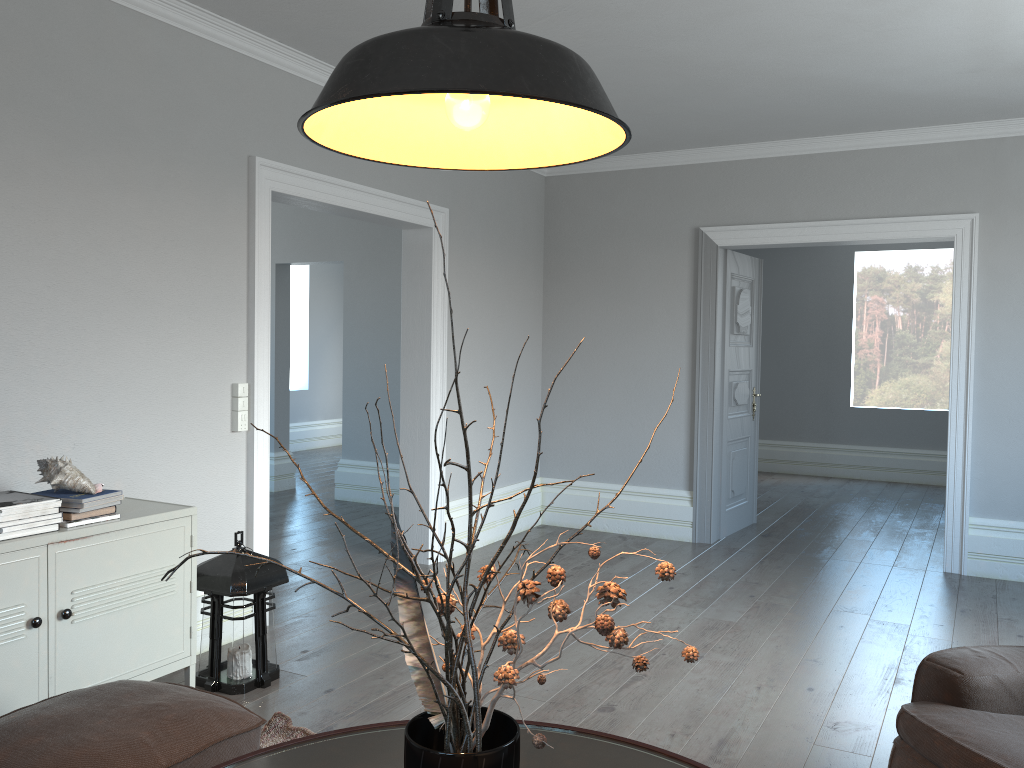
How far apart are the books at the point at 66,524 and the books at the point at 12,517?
0.1m

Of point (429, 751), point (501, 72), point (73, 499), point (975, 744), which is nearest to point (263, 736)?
point (73, 499)

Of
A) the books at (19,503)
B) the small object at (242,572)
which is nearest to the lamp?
the books at (19,503)

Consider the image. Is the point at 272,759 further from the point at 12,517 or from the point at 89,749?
the point at 12,517

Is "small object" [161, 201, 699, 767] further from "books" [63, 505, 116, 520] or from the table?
"books" [63, 505, 116, 520]

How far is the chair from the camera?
2.0m

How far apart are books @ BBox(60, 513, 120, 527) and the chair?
2.49m

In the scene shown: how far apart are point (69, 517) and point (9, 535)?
0.22m

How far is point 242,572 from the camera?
3.40m

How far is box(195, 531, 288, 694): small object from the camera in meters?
3.4
